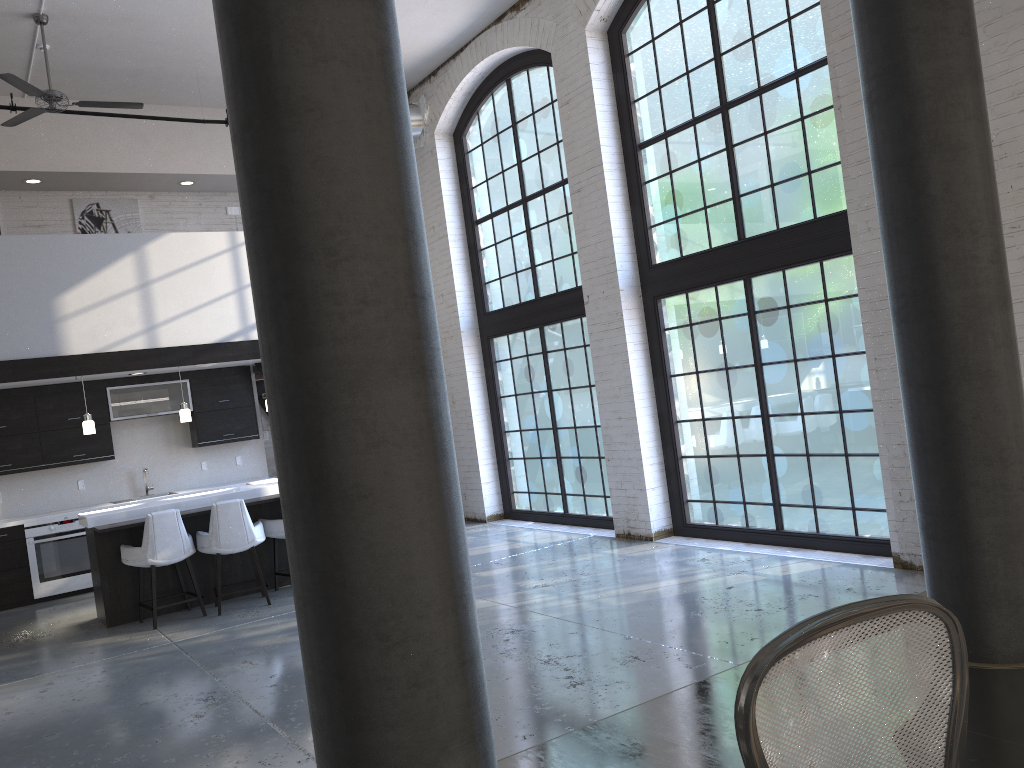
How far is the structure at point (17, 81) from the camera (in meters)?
7.38

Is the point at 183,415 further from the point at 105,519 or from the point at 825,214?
the point at 825,214

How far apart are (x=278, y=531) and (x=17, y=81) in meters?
4.4

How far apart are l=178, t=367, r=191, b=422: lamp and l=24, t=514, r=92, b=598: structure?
2.0m

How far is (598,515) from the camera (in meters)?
9.30

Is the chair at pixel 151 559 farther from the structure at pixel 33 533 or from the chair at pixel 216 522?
the structure at pixel 33 533

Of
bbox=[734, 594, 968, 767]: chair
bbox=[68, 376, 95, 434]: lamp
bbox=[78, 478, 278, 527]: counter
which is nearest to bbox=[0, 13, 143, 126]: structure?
bbox=[68, 376, 95, 434]: lamp

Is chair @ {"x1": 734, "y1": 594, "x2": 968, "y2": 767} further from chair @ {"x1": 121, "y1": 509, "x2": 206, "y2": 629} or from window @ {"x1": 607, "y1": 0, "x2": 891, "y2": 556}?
chair @ {"x1": 121, "y1": 509, "x2": 206, "y2": 629}

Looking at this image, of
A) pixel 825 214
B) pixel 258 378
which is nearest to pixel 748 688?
pixel 825 214

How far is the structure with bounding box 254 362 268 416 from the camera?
11.3 meters
